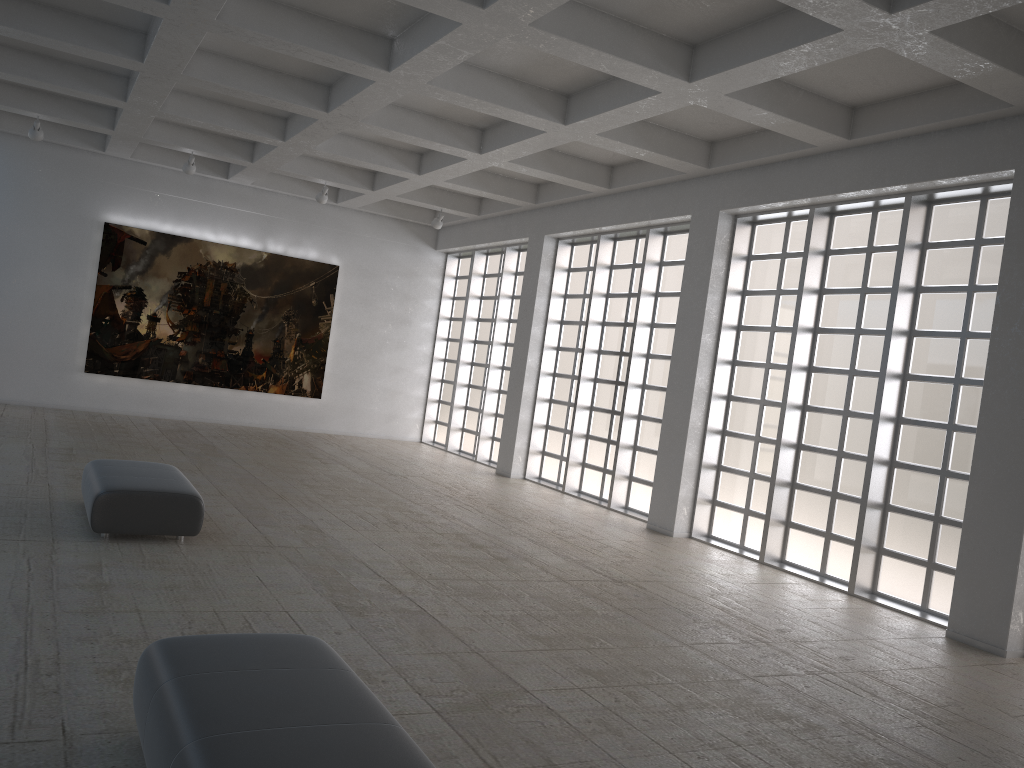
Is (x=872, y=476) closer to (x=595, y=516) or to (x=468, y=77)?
(x=595, y=516)
